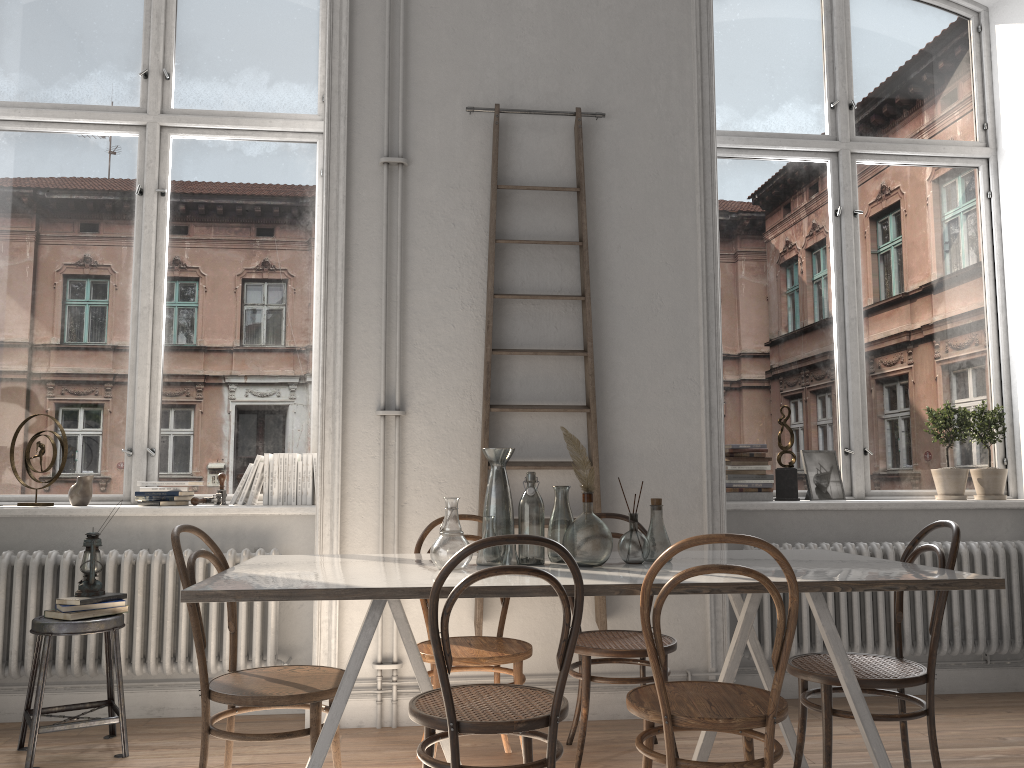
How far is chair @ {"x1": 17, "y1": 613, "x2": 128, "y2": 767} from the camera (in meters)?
3.27

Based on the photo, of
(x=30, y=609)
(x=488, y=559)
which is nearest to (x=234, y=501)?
(x=30, y=609)

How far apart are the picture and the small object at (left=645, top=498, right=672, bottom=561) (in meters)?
1.76

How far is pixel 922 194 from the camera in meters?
4.9 m

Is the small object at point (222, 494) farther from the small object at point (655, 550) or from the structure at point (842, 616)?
the structure at point (842, 616)

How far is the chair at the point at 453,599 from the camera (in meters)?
2.19

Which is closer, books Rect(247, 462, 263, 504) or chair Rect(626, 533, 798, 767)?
chair Rect(626, 533, 798, 767)

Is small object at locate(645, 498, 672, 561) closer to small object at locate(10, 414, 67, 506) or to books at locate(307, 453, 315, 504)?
books at locate(307, 453, 315, 504)

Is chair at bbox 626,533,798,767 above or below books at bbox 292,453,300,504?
below

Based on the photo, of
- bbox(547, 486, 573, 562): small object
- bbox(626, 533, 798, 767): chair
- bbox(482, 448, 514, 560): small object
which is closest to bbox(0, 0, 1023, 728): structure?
bbox(482, 448, 514, 560): small object
